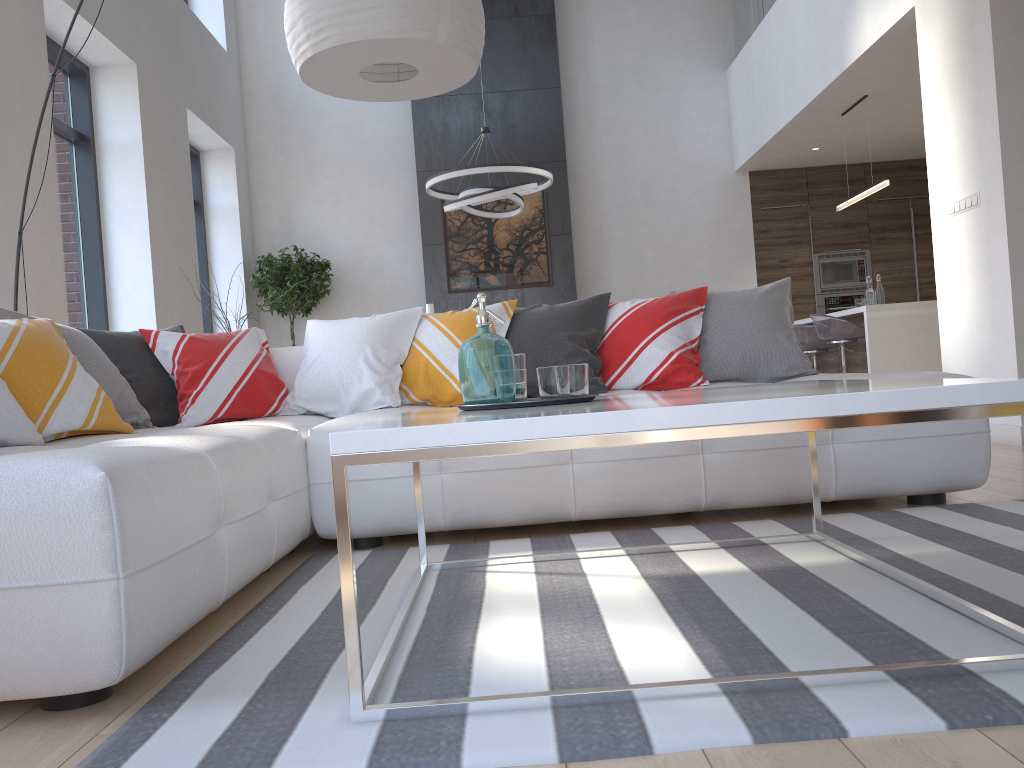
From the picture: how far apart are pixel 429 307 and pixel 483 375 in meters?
2.2

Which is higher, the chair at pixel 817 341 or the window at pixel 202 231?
the window at pixel 202 231

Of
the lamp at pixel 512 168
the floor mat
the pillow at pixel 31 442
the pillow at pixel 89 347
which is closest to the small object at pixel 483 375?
the floor mat

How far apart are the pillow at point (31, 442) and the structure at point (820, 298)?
6.6 meters

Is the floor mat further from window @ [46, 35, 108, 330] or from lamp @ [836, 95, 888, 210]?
lamp @ [836, 95, 888, 210]

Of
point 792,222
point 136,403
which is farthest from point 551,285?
point 136,403

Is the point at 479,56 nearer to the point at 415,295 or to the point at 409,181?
the point at 415,295

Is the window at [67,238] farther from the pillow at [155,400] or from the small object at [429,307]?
the small object at [429,307]

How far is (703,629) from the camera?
1.7m

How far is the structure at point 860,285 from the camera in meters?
9.2
